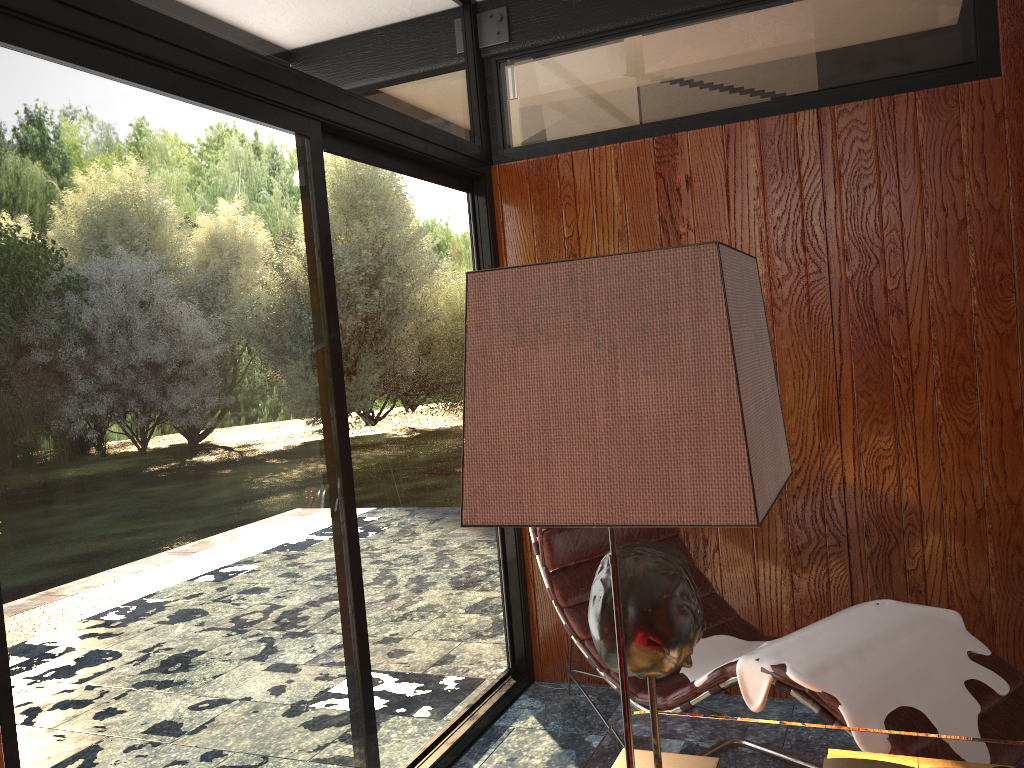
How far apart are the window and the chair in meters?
0.4

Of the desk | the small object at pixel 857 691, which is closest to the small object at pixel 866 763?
the desk

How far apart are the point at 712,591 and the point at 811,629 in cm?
62

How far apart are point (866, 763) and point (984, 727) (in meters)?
0.86

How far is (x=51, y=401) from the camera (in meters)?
1.55

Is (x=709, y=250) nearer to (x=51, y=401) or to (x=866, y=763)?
(x=866, y=763)

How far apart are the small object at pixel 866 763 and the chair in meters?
0.6

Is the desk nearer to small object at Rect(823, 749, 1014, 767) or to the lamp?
small object at Rect(823, 749, 1014, 767)

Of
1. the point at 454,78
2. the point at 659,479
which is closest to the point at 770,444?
the point at 659,479

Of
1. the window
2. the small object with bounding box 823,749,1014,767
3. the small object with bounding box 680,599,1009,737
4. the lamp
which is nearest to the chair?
the small object with bounding box 680,599,1009,737
